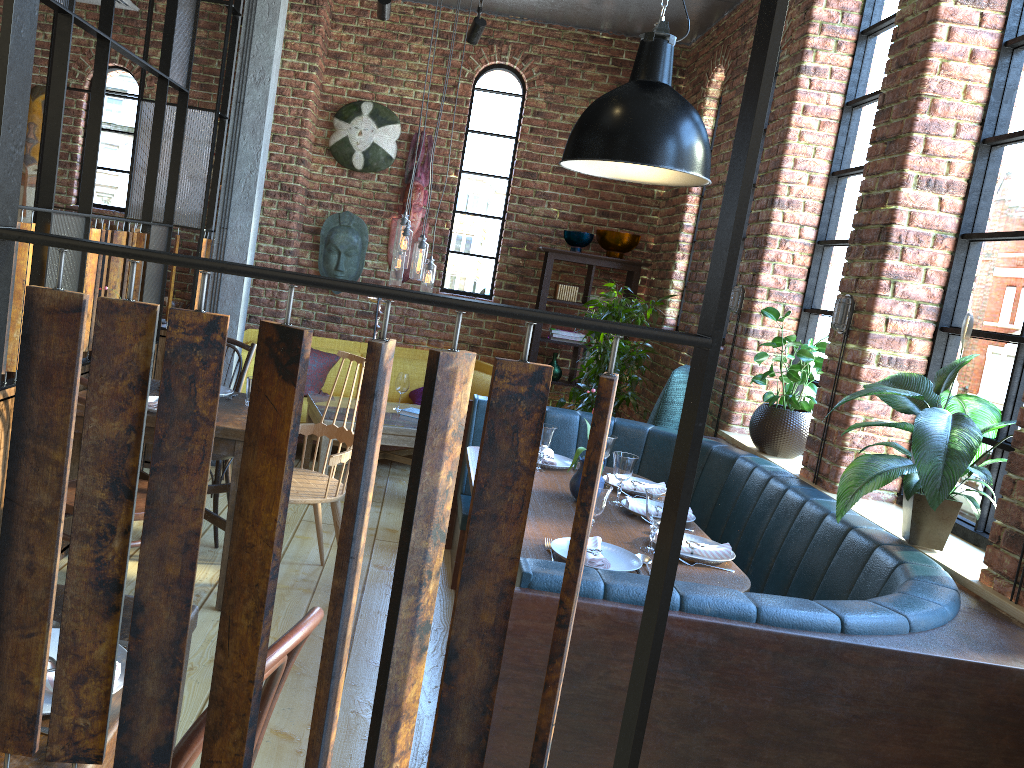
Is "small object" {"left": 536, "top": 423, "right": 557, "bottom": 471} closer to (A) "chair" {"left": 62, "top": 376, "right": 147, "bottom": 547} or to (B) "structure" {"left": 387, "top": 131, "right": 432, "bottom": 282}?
(A) "chair" {"left": 62, "top": 376, "right": 147, "bottom": 547}

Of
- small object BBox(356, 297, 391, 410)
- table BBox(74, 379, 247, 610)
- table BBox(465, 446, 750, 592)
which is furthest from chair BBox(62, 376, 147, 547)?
small object BBox(356, 297, 391, 410)

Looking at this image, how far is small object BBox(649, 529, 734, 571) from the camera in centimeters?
287cm

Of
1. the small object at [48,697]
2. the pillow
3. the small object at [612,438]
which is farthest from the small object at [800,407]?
the small object at [48,697]

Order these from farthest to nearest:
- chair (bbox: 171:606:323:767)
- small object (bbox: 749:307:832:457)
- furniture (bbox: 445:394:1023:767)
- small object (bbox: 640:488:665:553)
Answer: small object (bbox: 749:307:832:457) < small object (bbox: 640:488:665:553) < furniture (bbox: 445:394:1023:767) < chair (bbox: 171:606:323:767)

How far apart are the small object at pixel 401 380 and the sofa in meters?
1.0 m

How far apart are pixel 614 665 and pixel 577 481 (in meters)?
1.35

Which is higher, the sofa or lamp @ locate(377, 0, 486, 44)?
lamp @ locate(377, 0, 486, 44)

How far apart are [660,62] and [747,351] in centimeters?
199cm

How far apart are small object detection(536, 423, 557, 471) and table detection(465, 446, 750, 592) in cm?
11
